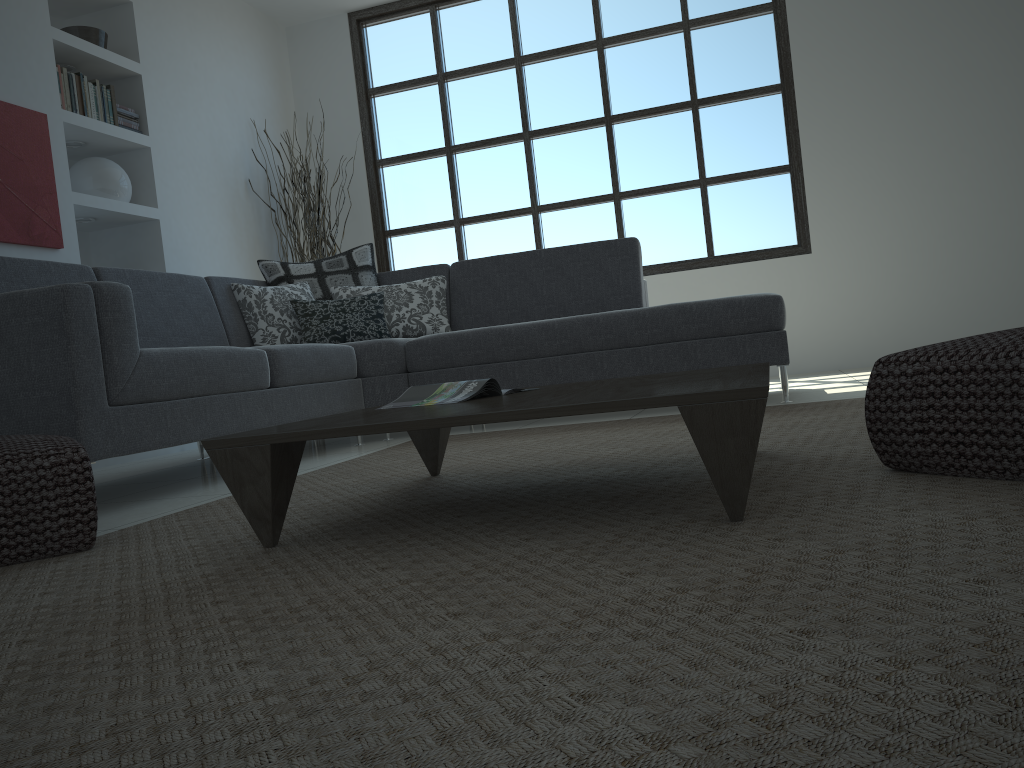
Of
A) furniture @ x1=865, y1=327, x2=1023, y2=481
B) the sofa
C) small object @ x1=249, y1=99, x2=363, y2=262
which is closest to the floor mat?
furniture @ x1=865, y1=327, x2=1023, y2=481

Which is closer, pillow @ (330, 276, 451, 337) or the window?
pillow @ (330, 276, 451, 337)

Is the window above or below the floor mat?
above

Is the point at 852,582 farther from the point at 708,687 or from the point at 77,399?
the point at 77,399

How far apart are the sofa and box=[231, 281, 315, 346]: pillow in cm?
3

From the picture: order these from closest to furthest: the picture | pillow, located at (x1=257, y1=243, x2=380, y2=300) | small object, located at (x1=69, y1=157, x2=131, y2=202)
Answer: the picture, pillow, located at (x1=257, y1=243, x2=380, y2=300), small object, located at (x1=69, y1=157, x2=131, y2=202)

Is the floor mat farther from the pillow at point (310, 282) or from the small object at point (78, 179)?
the small object at point (78, 179)

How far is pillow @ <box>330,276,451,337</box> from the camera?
4.55m

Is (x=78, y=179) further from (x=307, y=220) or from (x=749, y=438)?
(x=749, y=438)

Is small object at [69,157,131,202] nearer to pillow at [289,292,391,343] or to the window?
pillow at [289,292,391,343]
